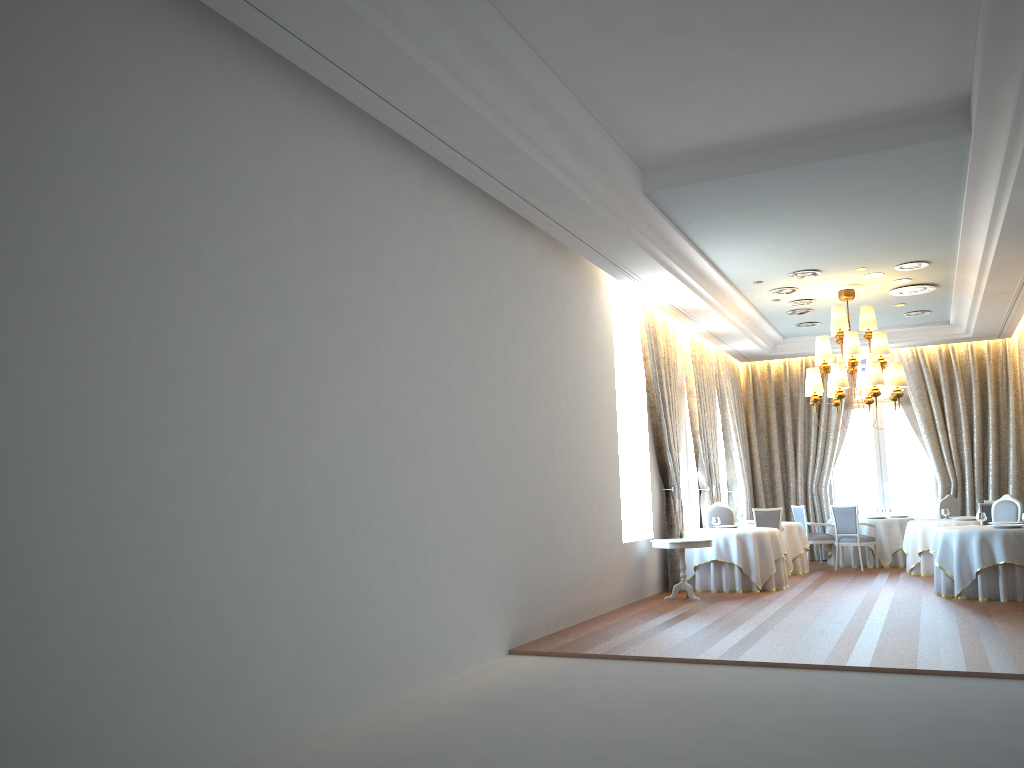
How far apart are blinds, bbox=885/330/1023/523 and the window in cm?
39

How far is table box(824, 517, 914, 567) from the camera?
15.4m

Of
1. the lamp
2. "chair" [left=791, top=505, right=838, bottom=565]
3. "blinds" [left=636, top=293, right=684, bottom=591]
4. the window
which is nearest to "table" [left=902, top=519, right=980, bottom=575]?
"chair" [left=791, top=505, right=838, bottom=565]

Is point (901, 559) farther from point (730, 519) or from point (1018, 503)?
point (1018, 503)

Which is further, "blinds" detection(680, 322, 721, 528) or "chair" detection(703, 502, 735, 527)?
"blinds" detection(680, 322, 721, 528)

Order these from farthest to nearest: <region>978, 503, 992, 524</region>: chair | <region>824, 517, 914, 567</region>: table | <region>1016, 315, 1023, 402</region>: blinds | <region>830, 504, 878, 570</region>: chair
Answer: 1. <region>1016, 315, 1023, 402</region>: blinds
2. <region>824, 517, 914, 567</region>: table
3. <region>830, 504, 878, 570</region>: chair
4. <region>978, 503, 992, 524</region>: chair

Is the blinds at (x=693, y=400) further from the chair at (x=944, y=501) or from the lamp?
the chair at (x=944, y=501)

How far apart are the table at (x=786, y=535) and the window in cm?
317

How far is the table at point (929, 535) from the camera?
13.7m

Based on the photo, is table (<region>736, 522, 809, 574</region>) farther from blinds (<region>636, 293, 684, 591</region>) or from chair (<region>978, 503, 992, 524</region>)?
chair (<region>978, 503, 992, 524</region>)
